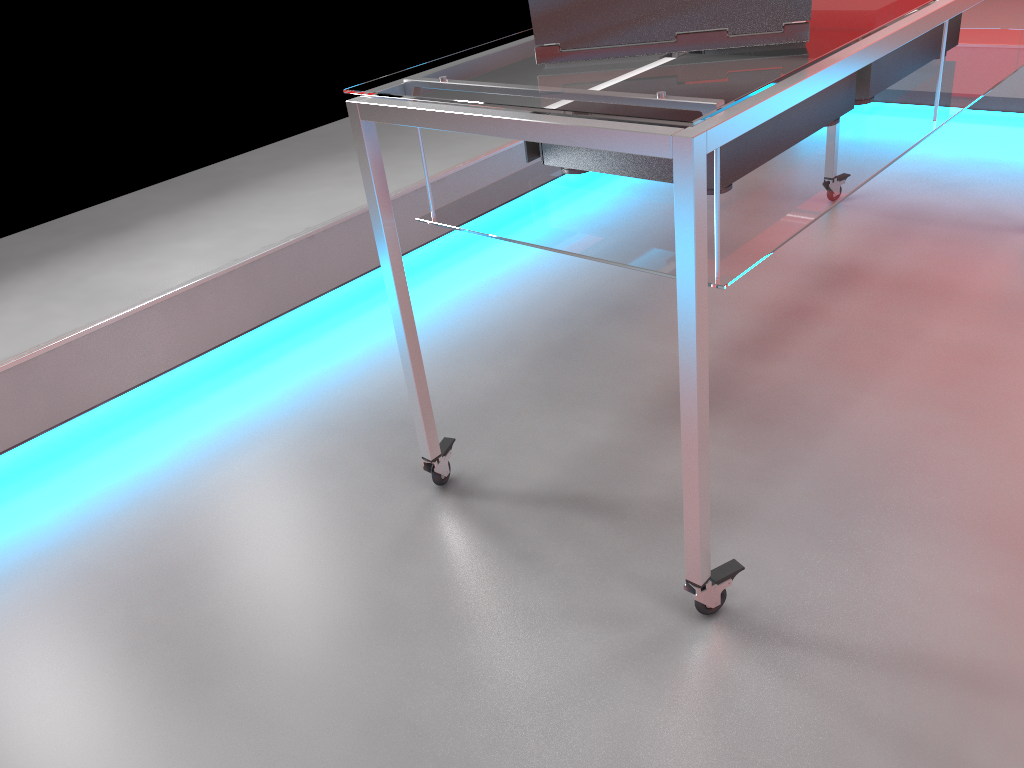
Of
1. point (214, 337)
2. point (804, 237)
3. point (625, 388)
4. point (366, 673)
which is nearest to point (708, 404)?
point (366, 673)

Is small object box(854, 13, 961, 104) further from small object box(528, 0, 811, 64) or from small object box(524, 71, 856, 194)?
small object box(528, 0, 811, 64)

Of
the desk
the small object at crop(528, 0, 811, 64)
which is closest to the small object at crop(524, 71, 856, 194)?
the desk

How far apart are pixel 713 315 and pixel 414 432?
0.7 meters

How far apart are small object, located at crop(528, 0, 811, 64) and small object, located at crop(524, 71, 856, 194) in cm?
15

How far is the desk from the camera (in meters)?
0.95

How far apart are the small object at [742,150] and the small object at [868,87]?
0.1 meters

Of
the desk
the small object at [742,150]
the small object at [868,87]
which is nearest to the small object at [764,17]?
the desk

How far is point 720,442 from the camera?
1.6 meters

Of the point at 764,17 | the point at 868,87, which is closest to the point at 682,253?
the point at 764,17
